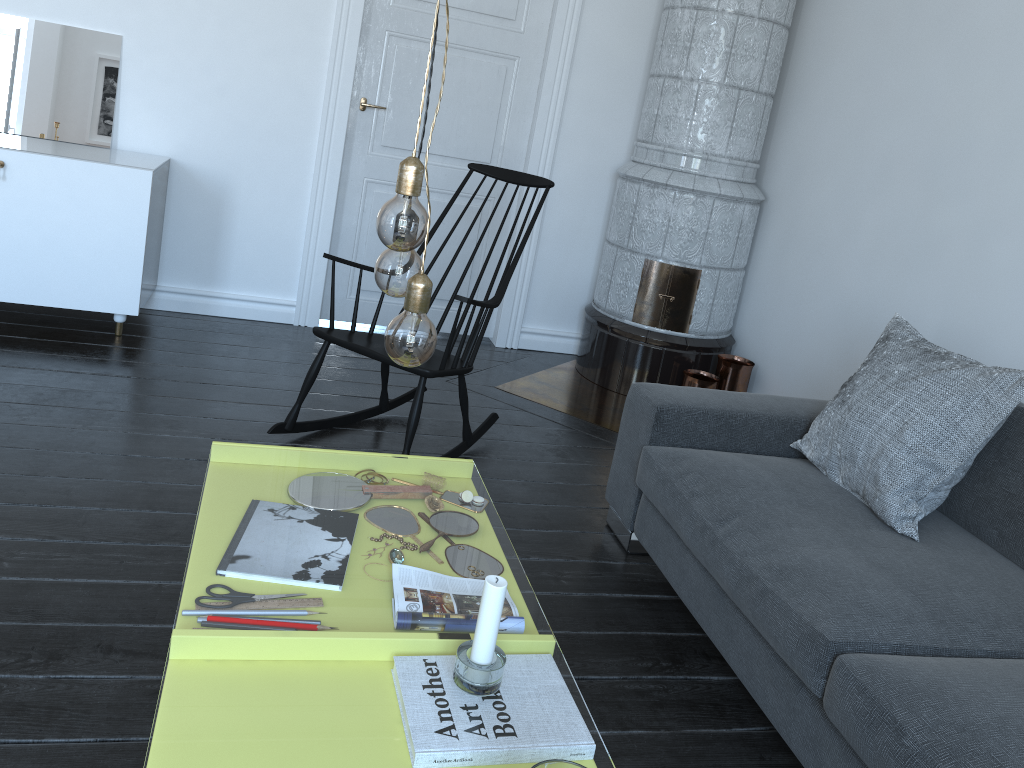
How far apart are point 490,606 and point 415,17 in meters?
3.5

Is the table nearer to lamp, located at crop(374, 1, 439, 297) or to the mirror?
the mirror

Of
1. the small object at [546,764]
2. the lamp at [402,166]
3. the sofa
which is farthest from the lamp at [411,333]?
the sofa

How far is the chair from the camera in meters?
2.8 m

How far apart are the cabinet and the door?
0.83m

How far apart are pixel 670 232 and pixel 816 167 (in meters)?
0.68

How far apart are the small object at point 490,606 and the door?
3.20m

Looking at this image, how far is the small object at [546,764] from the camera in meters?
1.0 m

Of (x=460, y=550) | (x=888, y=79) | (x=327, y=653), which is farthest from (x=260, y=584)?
(x=888, y=79)

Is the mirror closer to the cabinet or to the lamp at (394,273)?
the cabinet
